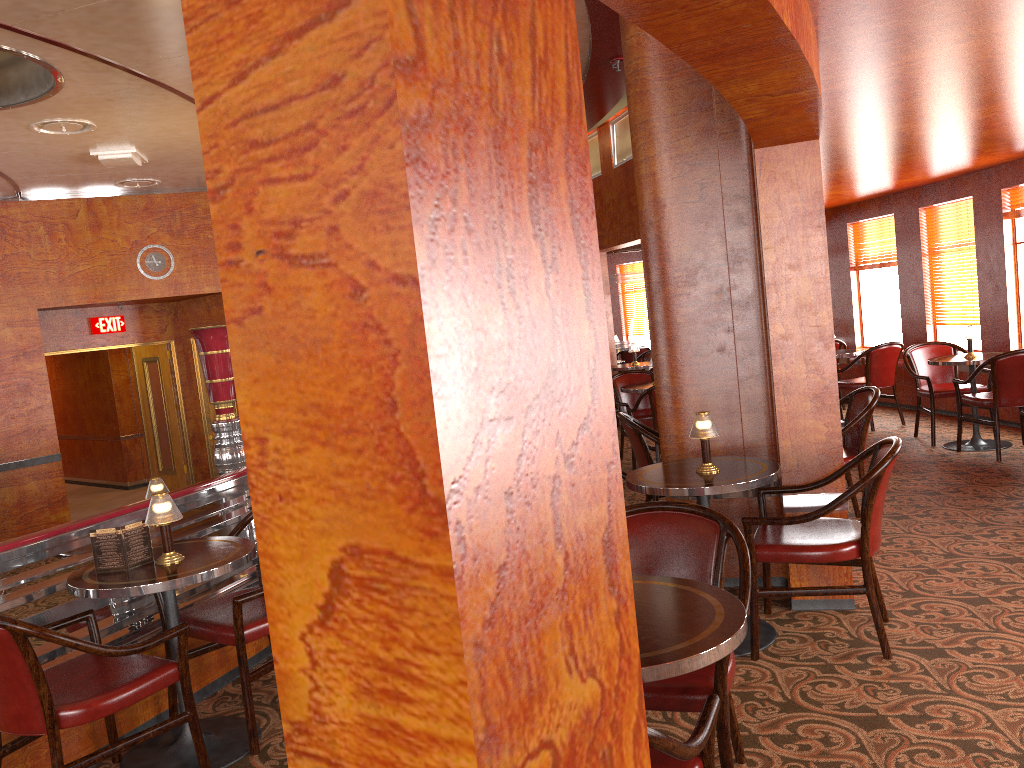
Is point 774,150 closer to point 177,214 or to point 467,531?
point 467,531

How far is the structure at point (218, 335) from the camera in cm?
702

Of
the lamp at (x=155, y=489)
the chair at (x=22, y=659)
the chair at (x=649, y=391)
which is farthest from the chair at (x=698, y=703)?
the chair at (x=649, y=391)

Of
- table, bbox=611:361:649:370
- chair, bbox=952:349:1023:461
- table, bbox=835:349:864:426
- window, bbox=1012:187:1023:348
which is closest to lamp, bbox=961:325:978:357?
chair, bbox=952:349:1023:461

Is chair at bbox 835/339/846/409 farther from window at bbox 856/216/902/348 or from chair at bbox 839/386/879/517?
chair at bbox 839/386/879/517

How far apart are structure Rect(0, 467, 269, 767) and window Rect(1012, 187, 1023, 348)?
6.7 meters

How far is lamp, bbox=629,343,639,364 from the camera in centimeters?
1018cm

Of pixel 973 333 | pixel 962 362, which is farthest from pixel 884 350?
pixel 962 362

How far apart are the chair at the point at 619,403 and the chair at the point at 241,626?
4.5 meters

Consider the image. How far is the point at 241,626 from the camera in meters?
3.2 m
